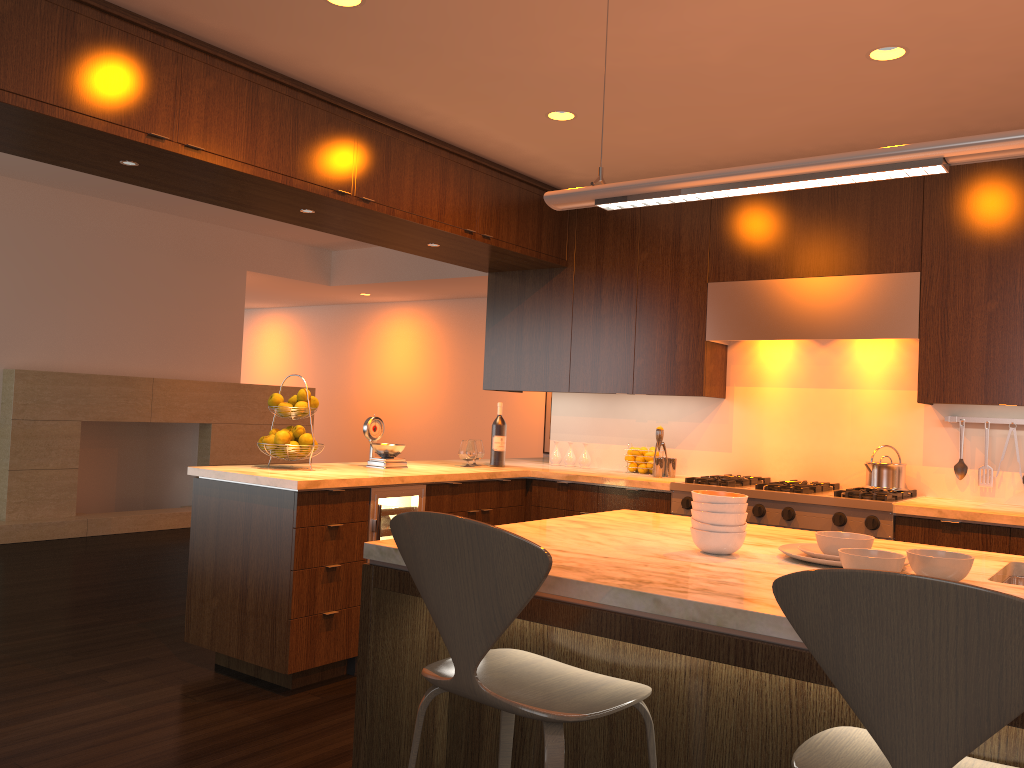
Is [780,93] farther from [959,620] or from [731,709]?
[959,620]

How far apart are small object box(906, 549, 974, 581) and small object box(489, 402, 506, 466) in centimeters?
330cm

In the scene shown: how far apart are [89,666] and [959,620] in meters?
3.9 m

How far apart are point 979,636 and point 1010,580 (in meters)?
1.30

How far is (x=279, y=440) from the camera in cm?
416

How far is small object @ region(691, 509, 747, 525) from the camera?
2.2 meters

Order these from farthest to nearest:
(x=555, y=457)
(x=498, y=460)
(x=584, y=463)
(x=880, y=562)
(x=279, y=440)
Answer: (x=555, y=457) → (x=584, y=463) → (x=498, y=460) → (x=279, y=440) → (x=880, y=562)

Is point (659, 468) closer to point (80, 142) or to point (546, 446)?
point (80, 142)

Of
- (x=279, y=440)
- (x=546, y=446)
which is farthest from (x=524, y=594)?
(x=546, y=446)

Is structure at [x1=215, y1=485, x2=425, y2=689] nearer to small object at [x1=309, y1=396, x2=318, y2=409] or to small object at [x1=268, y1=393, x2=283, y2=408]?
small object at [x1=309, y1=396, x2=318, y2=409]
